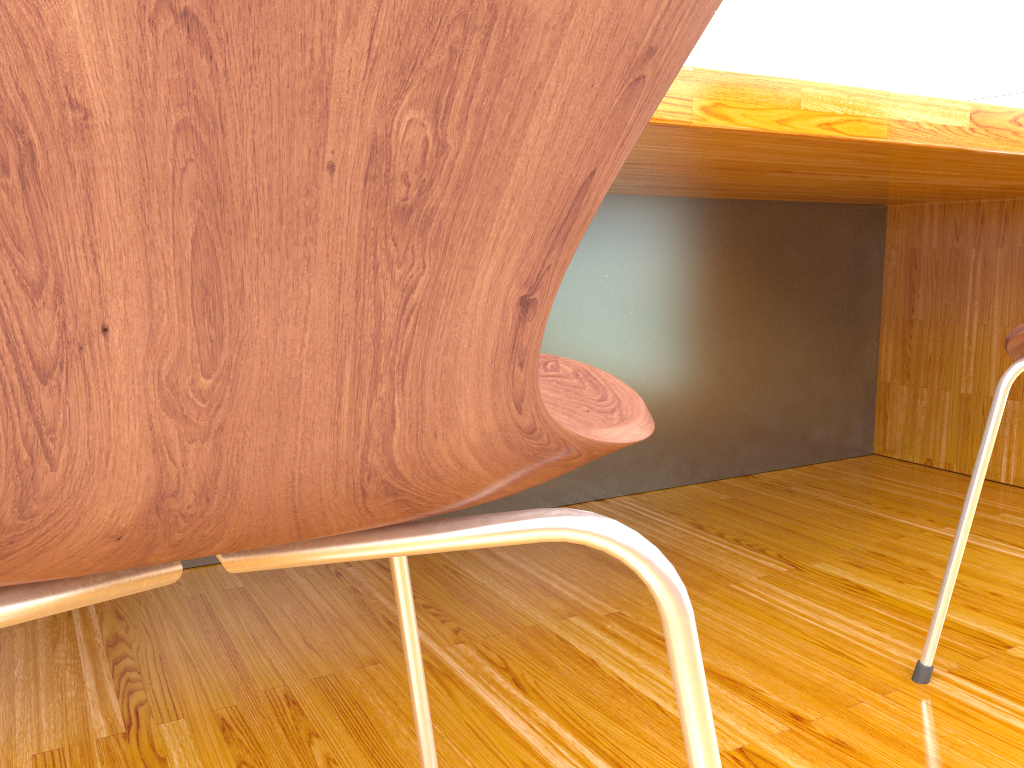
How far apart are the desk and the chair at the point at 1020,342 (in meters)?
0.20

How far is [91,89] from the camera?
0.2 meters

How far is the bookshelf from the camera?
8.05m

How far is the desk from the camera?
0.9m

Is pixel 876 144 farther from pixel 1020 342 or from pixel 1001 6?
pixel 1001 6

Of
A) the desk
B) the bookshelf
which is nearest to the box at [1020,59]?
the bookshelf

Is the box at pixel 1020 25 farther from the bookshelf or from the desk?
the desk

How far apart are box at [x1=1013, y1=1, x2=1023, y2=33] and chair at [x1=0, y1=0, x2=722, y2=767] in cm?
917

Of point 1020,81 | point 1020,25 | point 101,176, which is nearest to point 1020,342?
point 101,176

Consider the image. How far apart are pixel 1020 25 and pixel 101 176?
9.4 meters
